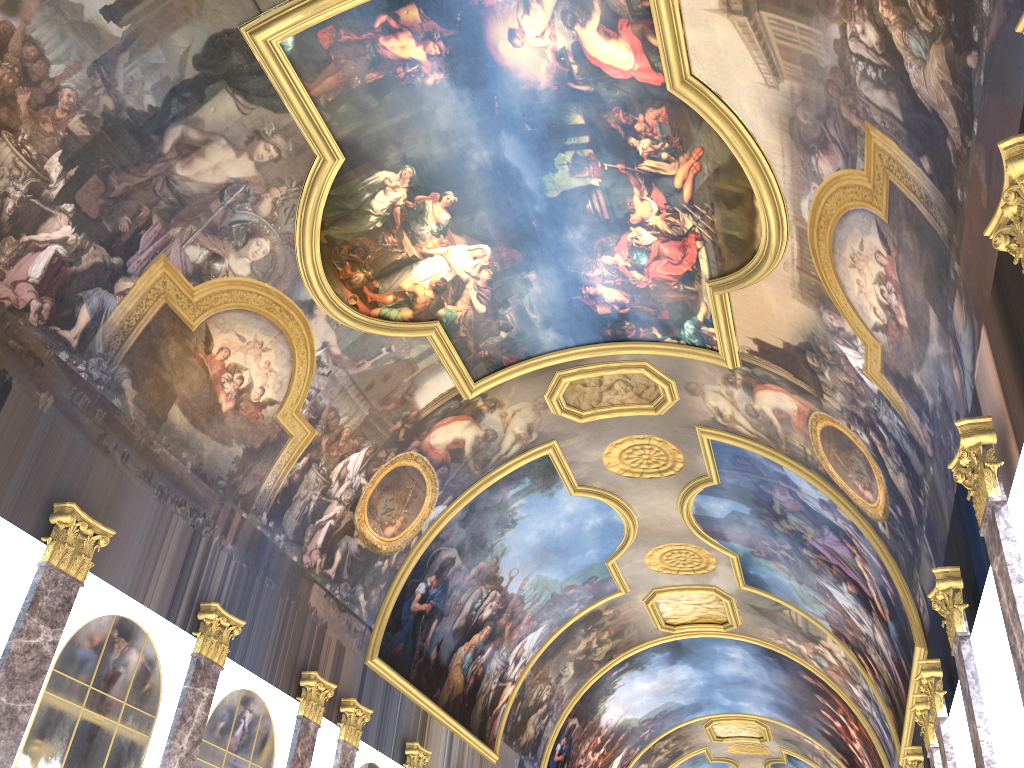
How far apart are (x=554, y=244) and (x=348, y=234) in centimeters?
379cm

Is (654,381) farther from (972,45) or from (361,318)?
(972,45)
